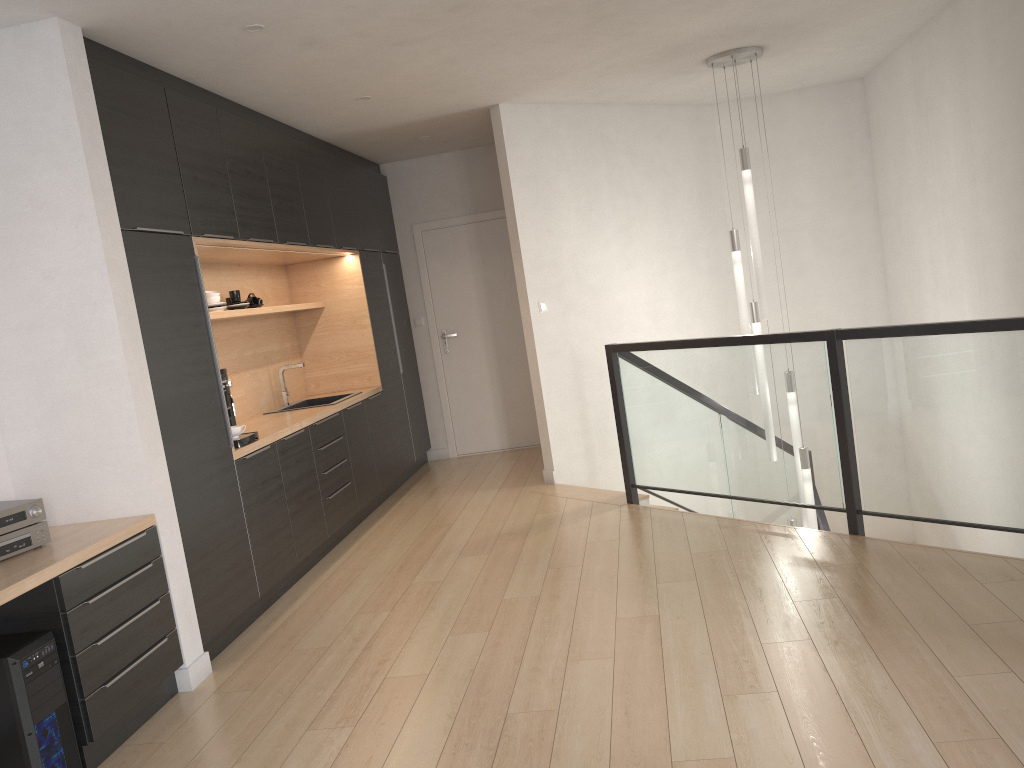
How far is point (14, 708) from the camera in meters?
2.8 m

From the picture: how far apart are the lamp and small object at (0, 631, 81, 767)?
4.43m

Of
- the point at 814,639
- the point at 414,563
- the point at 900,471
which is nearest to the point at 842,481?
the point at 900,471

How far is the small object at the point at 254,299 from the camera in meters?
5.8

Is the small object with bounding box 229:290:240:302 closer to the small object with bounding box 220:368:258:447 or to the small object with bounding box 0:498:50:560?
the small object with bounding box 220:368:258:447

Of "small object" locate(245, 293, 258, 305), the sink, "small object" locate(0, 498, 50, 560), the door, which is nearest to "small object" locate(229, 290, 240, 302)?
"small object" locate(245, 293, 258, 305)

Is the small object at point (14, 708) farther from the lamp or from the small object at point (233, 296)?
the lamp

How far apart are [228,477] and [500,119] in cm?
324

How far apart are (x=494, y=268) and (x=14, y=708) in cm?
566

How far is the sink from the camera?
6.27m
